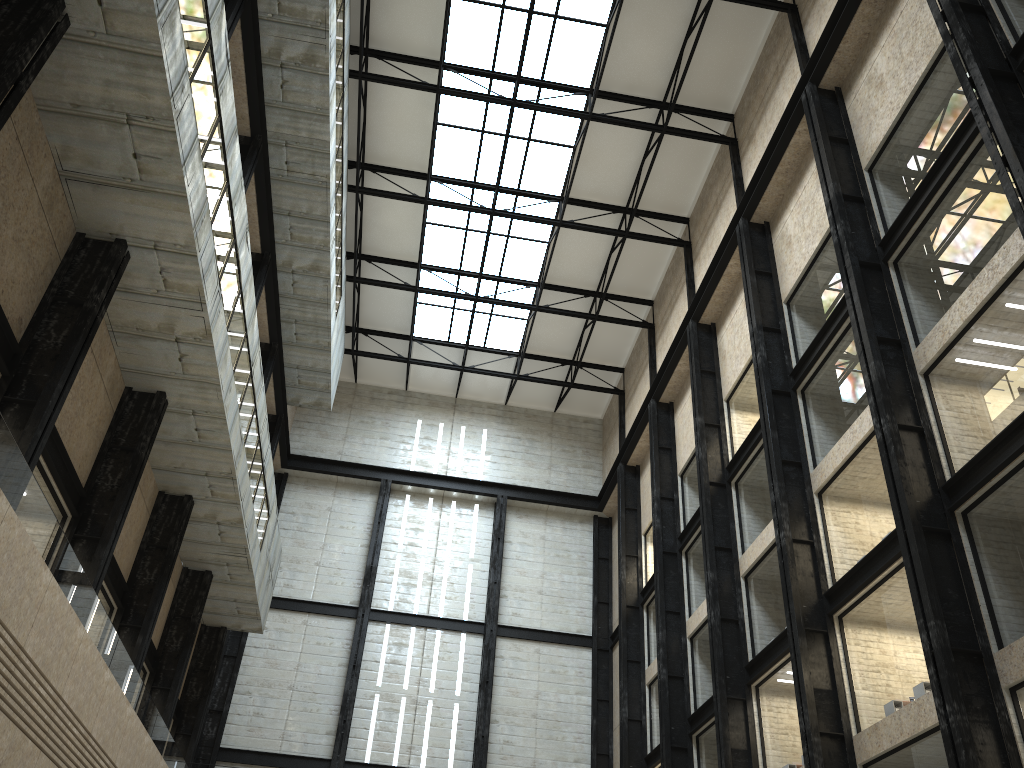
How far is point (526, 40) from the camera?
50.0m
